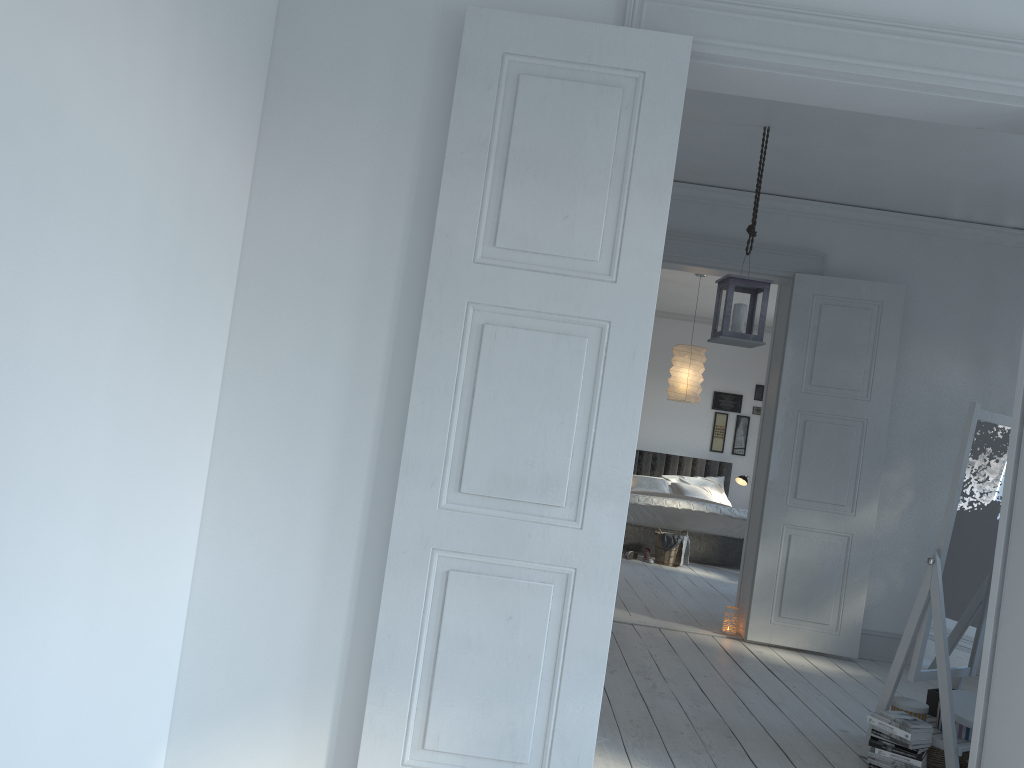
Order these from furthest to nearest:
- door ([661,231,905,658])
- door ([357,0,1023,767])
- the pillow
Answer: the pillow
door ([661,231,905,658])
door ([357,0,1023,767])

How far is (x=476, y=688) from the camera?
2.5 meters

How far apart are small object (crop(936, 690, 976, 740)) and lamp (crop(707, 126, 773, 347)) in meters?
1.7

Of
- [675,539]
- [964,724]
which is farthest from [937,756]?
[675,539]

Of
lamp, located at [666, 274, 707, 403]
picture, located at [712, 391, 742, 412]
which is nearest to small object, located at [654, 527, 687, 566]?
lamp, located at [666, 274, 707, 403]

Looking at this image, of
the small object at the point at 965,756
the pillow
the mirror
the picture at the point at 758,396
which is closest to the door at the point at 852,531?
the mirror

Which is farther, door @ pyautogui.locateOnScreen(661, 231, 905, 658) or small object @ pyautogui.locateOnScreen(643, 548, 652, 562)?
small object @ pyautogui.locateOnScreen(643, 548, 652, 562)

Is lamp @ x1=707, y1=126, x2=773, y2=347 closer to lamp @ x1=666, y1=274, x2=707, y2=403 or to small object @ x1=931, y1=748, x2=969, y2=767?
small object @ x1=931, y1=748, x2=969, y2=767

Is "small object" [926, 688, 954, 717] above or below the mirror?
below

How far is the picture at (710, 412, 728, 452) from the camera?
11.2m
